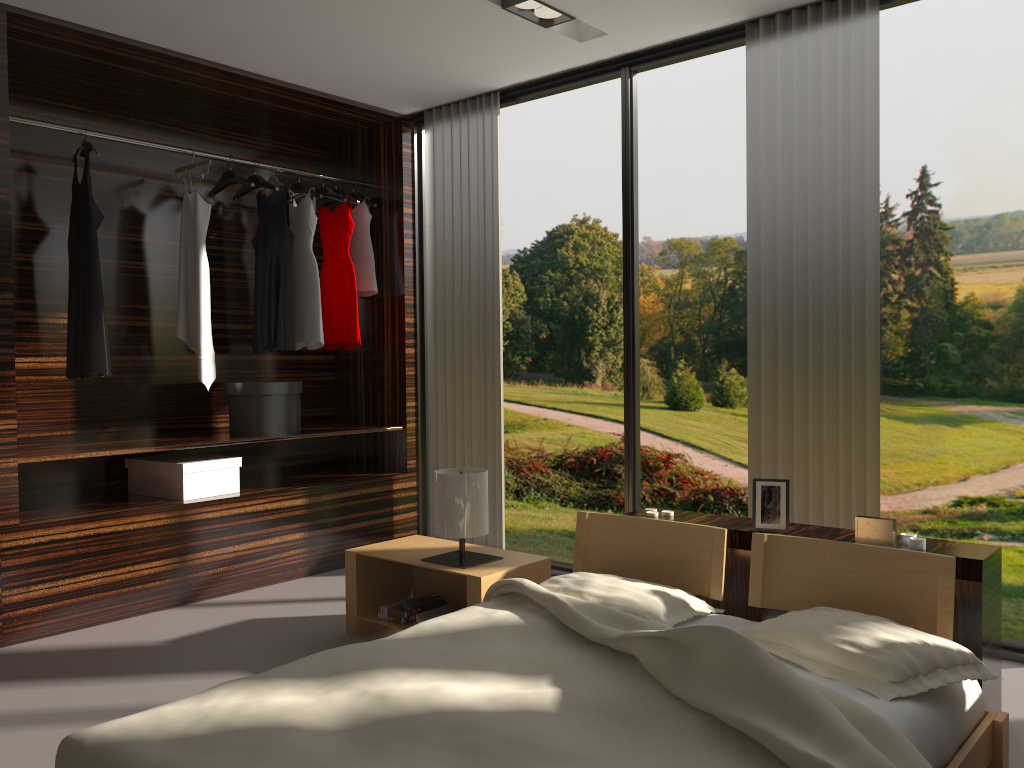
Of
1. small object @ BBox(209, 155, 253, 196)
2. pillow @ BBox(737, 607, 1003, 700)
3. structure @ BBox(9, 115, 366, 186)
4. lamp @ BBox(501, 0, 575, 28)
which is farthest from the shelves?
pillow @ BBox(737, 607, 1003, 700)

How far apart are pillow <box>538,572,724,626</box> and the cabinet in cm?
31

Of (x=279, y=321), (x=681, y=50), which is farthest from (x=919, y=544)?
(x=279, y=321)

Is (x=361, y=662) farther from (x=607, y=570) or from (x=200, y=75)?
(x=200, y=75)

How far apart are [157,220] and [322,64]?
1.2m

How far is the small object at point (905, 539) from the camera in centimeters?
255cm

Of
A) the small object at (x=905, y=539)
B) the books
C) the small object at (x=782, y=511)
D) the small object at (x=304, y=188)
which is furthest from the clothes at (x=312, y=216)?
the small object at (x=905, y=539)

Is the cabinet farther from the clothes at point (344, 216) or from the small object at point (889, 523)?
the clothes at point (344, 216)

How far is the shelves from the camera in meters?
3.5

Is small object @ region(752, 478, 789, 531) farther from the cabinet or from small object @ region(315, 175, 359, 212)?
small object @ region(315, 175, 359, 212)
